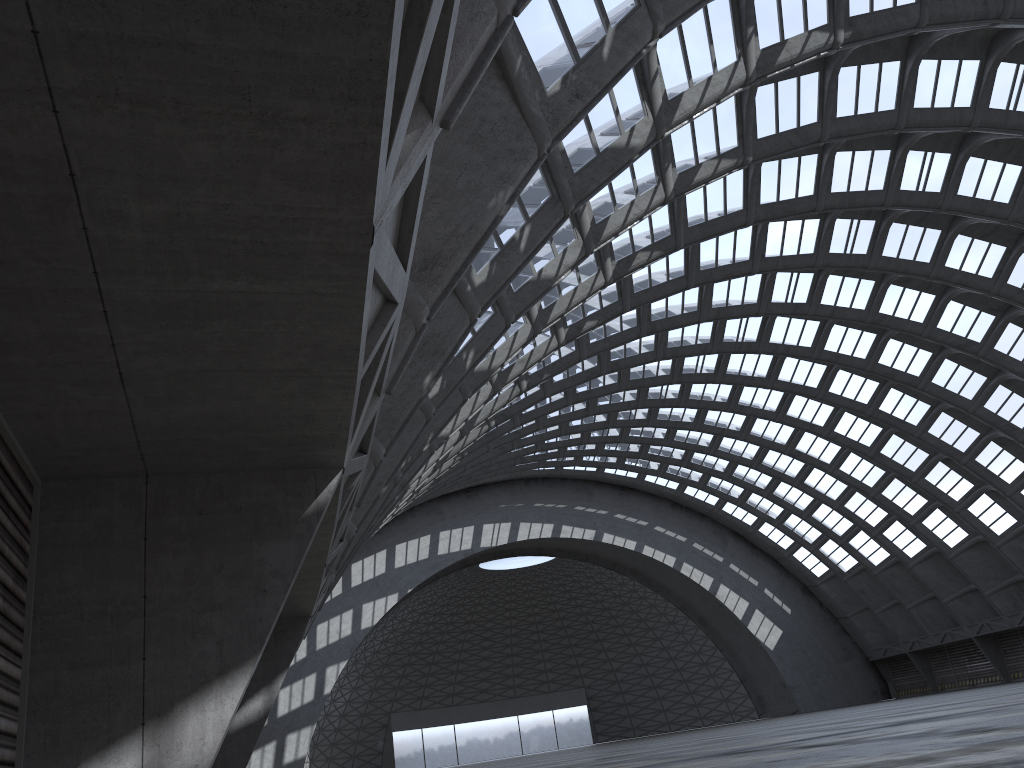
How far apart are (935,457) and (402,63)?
52.05m

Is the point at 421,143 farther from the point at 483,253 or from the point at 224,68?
the point at 483,253
